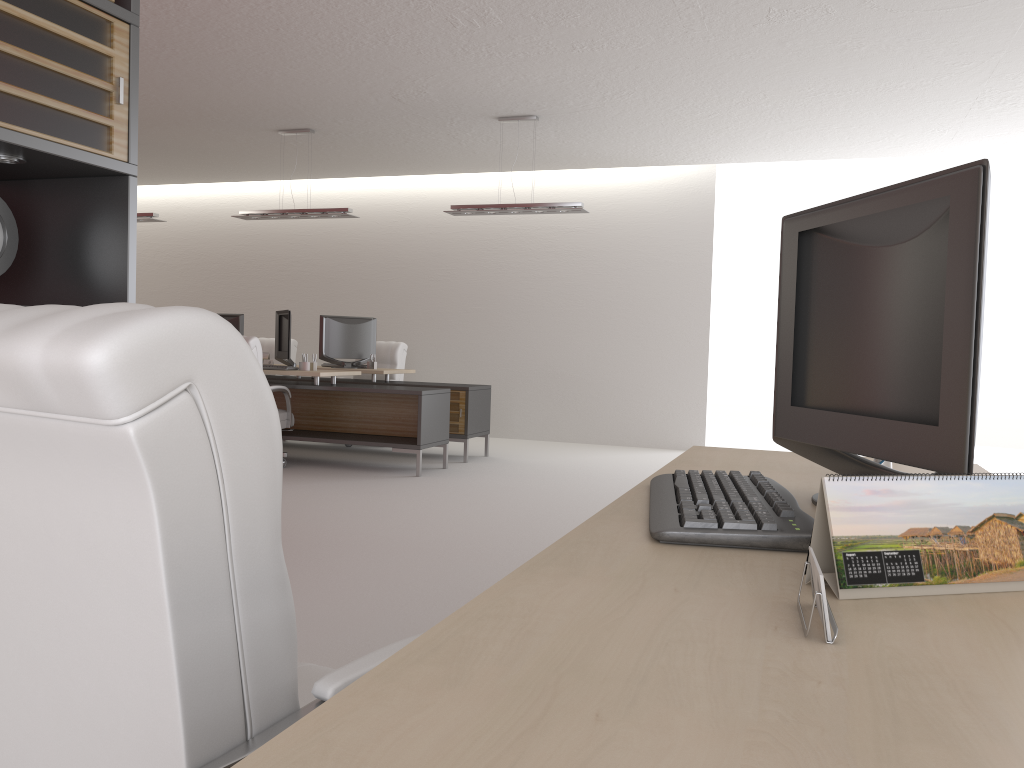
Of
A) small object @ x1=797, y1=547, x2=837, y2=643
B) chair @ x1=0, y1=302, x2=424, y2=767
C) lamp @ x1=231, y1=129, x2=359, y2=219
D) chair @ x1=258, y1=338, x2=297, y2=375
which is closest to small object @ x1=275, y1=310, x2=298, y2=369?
lamp @ x1=231, y1=129, x2=359, y2=219

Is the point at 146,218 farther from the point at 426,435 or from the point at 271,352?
the point at 426,435

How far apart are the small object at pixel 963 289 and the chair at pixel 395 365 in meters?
11.8

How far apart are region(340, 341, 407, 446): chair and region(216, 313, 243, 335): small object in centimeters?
216cm

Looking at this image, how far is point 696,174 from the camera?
14.4 meters

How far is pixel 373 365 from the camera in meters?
13.1 m

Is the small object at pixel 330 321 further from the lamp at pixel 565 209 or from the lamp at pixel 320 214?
the lamp at pixel 565 209

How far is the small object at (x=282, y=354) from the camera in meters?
11.7 m

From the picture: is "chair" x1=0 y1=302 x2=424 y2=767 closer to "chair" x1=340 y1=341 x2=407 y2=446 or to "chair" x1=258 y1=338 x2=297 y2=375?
"chair" x1=340 y1=341 x2=407 y2=446

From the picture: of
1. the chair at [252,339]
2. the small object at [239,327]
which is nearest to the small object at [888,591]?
the chair at [252,339]
